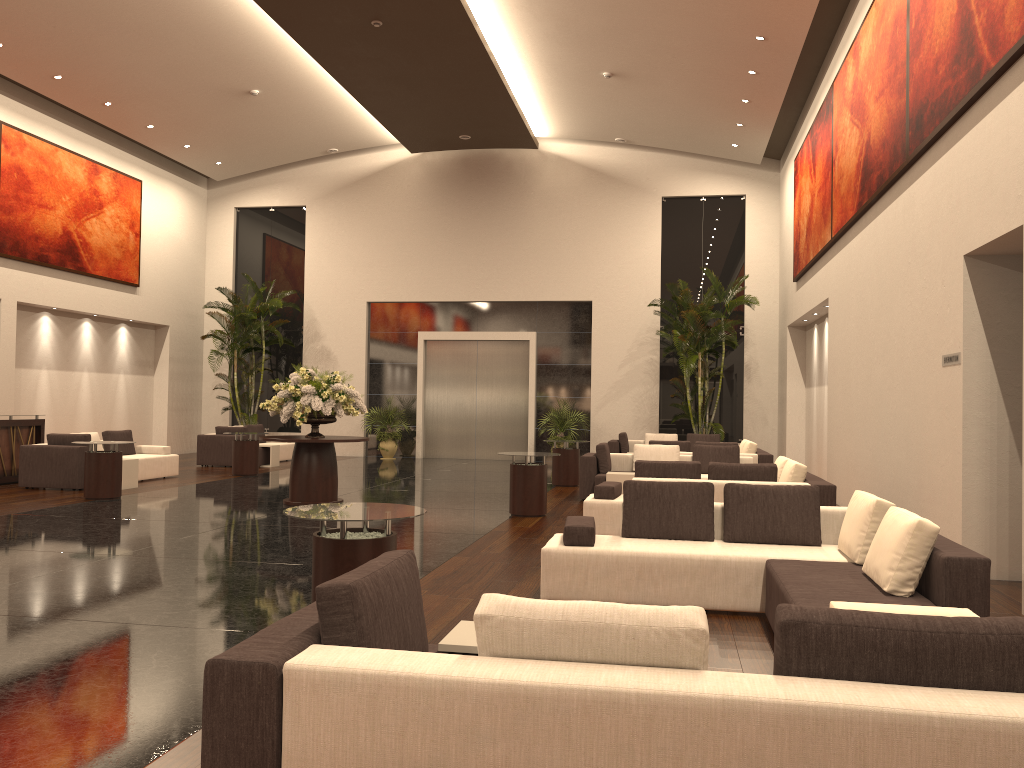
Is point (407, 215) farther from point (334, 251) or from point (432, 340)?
point (432, 340)

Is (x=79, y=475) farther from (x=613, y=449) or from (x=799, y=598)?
(x=799, y=598)

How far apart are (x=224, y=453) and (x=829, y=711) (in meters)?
17.74

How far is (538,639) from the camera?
2.6 meters

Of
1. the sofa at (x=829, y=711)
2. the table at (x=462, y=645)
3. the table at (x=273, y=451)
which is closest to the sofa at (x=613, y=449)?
the table at (x=273, y=451)

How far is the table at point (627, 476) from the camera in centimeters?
1267cm

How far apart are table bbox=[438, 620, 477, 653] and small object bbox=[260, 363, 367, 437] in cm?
822

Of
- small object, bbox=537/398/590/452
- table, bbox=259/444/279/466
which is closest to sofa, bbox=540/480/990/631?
table, bbox=259/444/279/466

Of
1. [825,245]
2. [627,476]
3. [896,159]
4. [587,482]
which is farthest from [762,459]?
[896,159]

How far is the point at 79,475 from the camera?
13.5 meters
